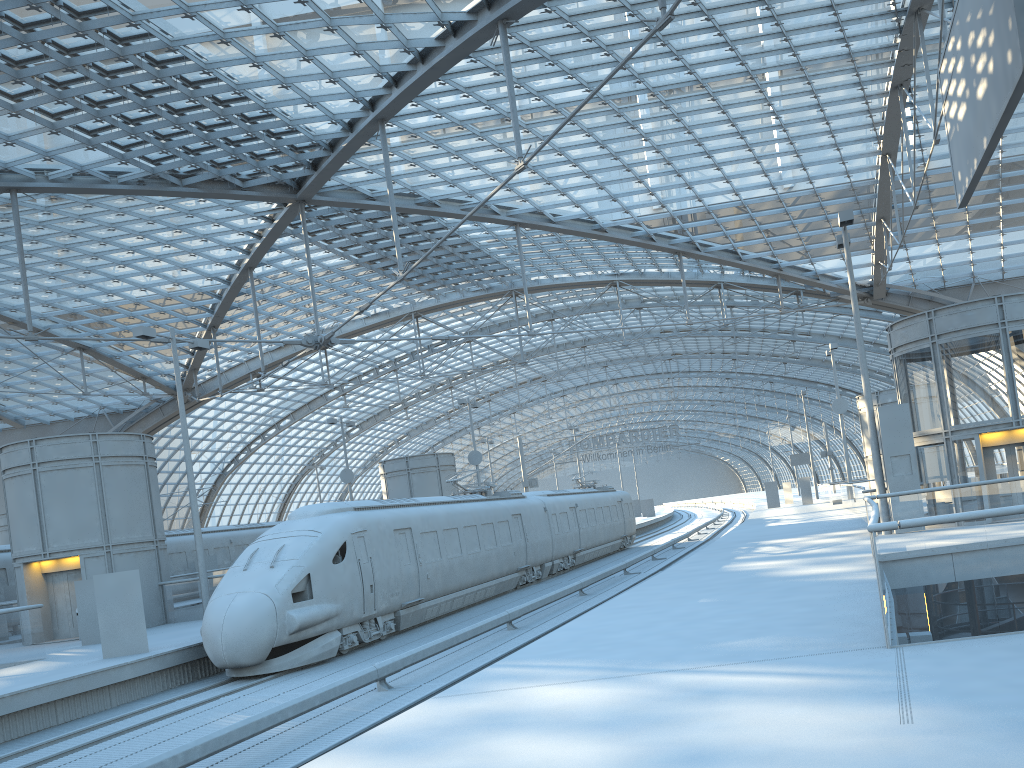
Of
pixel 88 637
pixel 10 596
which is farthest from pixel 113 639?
pixel 10 596

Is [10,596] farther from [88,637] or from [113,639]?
[113,639]

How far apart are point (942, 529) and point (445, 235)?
20.82m

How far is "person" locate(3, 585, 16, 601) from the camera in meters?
28.0 m

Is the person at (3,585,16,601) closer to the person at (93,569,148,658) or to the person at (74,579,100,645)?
the person at (74,579,100,645)

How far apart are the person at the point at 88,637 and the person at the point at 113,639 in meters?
4.4 m

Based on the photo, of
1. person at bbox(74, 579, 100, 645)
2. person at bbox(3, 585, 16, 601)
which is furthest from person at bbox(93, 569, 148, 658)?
person at bbox(3, 585, 16, 601)

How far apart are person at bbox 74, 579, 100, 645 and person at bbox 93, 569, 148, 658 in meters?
4.4

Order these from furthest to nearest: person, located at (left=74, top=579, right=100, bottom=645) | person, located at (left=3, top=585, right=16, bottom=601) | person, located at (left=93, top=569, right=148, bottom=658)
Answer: person, located at (left=3, top=585, right=16, bottom=601) → person, located at (left=74, top=579, right=100, bottom=645) → person, located at (left=93, top=569, right=148, bottom=658)

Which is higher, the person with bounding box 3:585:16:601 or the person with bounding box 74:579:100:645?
the person with bounding box 3:585:16:601
